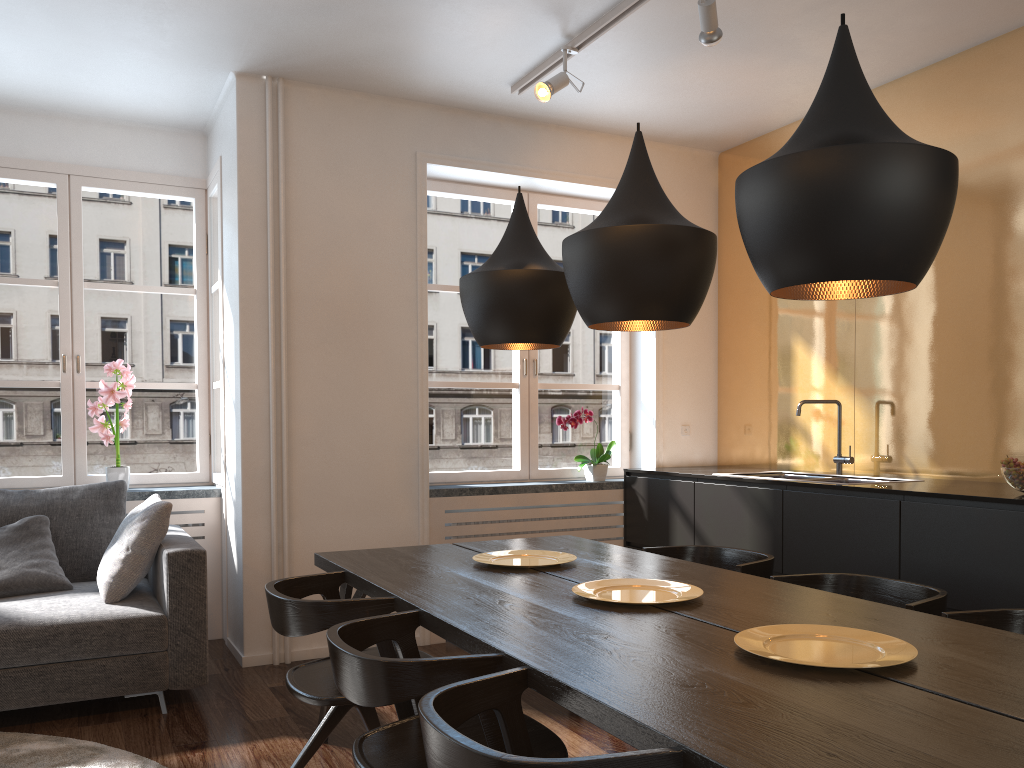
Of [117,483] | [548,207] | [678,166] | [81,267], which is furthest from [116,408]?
[548,207]

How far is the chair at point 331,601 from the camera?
2.4 meters

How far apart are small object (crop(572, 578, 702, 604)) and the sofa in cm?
179

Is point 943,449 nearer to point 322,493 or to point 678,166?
point 678,166

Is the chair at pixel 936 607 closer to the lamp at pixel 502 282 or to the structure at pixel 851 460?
the lamp at pixel 502 282

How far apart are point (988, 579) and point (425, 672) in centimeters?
223cm

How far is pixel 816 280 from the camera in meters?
1.7 m

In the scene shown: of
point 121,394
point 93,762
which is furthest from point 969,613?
point 121,394

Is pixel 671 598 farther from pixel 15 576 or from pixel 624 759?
pixel 15 576

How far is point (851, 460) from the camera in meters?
4.3
